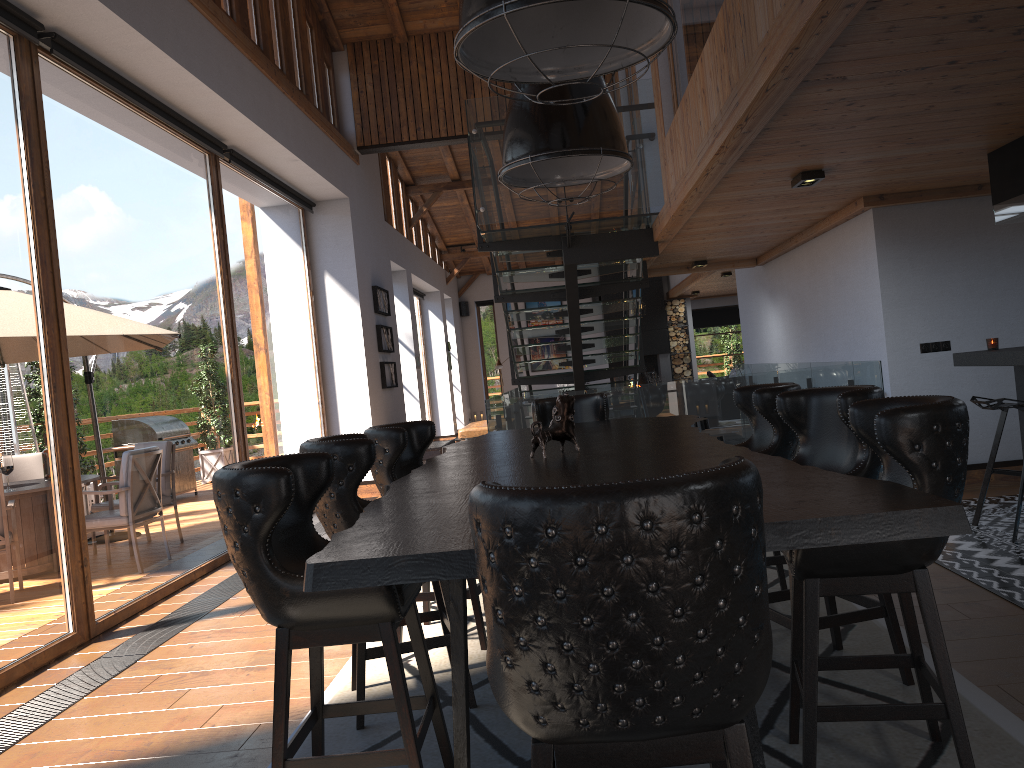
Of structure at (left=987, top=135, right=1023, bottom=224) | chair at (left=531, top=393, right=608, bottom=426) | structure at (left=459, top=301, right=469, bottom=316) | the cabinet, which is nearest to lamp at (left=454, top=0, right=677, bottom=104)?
chair at (left=531, top=393, right=608, bottom=426)

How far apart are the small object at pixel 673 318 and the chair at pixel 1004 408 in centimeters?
1458cm

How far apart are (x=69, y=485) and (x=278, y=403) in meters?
3.9

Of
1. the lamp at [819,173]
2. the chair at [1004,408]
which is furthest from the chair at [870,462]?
the lamp at [819,173]

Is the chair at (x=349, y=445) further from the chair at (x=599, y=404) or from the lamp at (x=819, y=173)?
the lamp at (x=819, y=173)

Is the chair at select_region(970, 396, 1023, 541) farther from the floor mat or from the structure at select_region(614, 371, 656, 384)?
the structure at select_region(614, 371, 656, 384)

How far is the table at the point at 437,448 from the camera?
11.0 meters

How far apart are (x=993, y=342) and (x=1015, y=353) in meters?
0.7 m

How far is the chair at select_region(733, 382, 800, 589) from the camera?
4.07m

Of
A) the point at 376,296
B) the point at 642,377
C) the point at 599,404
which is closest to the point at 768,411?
the point at 599,404
